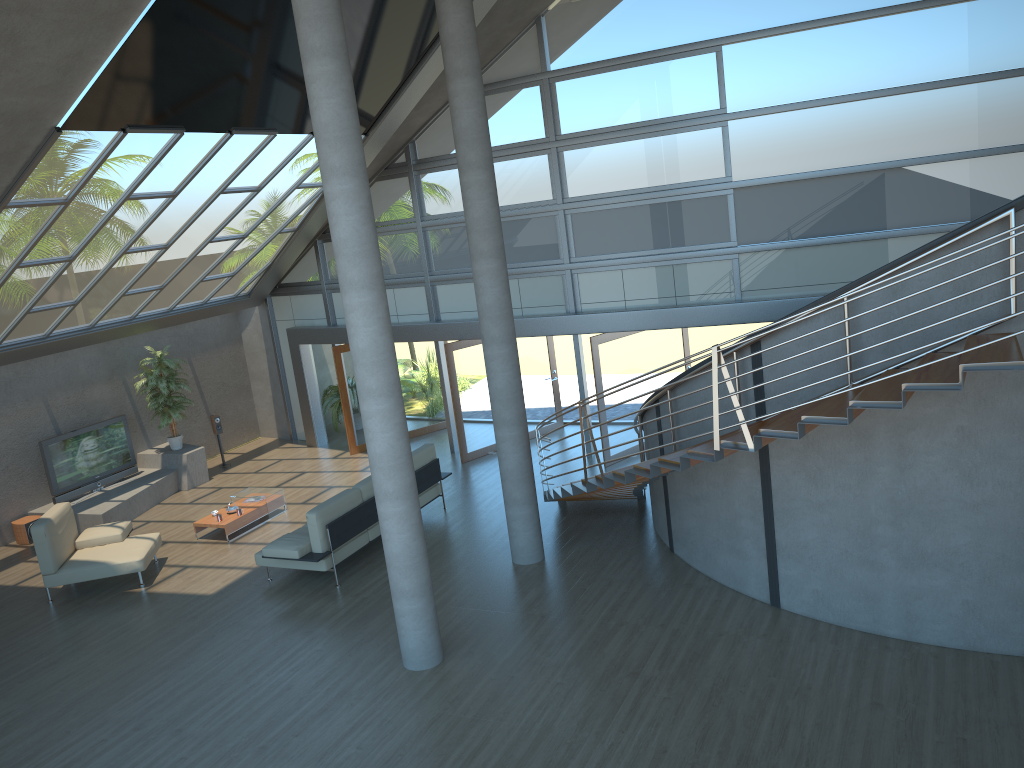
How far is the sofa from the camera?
10.00m

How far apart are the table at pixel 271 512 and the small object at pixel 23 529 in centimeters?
306cm

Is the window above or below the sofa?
above

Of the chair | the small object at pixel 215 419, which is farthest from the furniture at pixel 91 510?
the chair

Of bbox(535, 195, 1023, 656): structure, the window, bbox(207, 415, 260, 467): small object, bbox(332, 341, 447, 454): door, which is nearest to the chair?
bbox(207, 415, 260, 467): small object

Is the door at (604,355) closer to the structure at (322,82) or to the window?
the window

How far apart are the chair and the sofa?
1.5m

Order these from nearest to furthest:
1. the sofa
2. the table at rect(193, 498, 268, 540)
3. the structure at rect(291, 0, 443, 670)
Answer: the structure at rect(291, 0, 443, 670) < the sofa < the table at rect(193, 498, 268, 540)

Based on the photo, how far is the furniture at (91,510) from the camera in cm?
1324

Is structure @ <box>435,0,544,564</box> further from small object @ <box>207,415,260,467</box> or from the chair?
small object @ <box>207,415,260,467</box>
